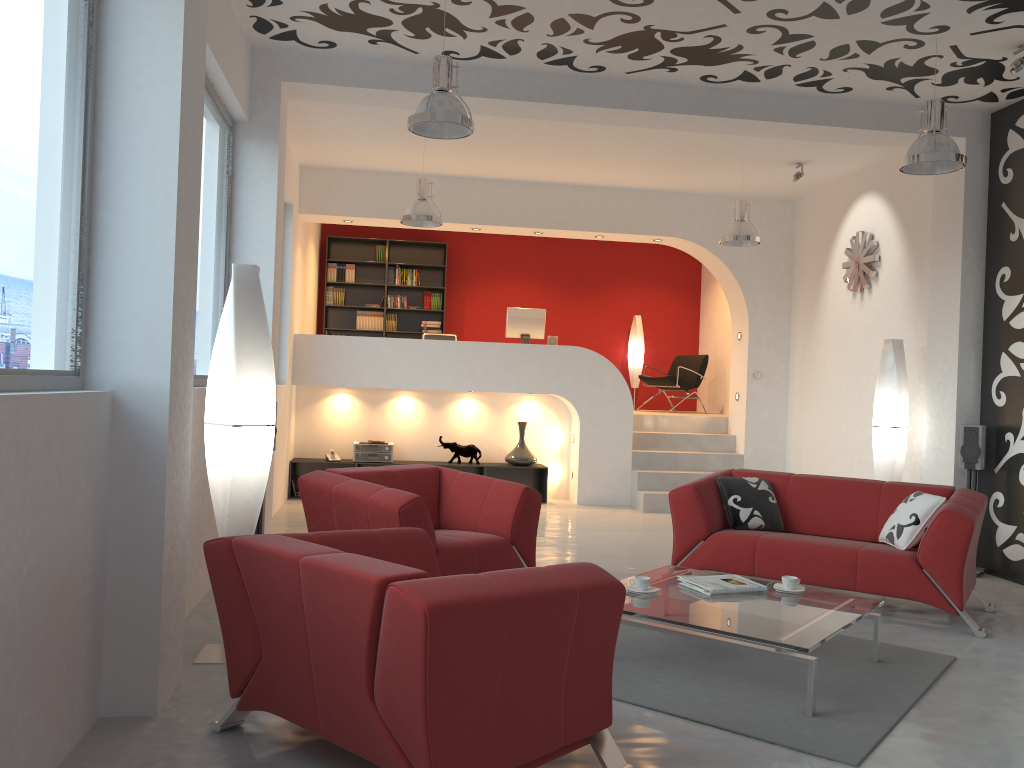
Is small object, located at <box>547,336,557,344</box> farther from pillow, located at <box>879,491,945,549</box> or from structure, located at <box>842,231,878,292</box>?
pillow, located at <box>879,491,945,549</box>

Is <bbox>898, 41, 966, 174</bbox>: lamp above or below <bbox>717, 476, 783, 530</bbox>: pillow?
above

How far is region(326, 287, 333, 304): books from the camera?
A: 12.1 meters

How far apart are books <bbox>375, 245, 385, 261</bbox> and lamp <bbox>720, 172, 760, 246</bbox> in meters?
5.3 m

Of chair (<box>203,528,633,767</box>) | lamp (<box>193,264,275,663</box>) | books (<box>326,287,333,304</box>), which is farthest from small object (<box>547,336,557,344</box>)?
chair (<box>203,528,633,767</box>)

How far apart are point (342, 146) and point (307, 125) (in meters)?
0.69

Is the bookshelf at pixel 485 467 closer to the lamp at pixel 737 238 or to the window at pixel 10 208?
the lamp at pixel 737 238

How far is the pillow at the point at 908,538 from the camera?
5.2m

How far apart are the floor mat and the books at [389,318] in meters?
8.1 m

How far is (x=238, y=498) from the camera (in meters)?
3.96
